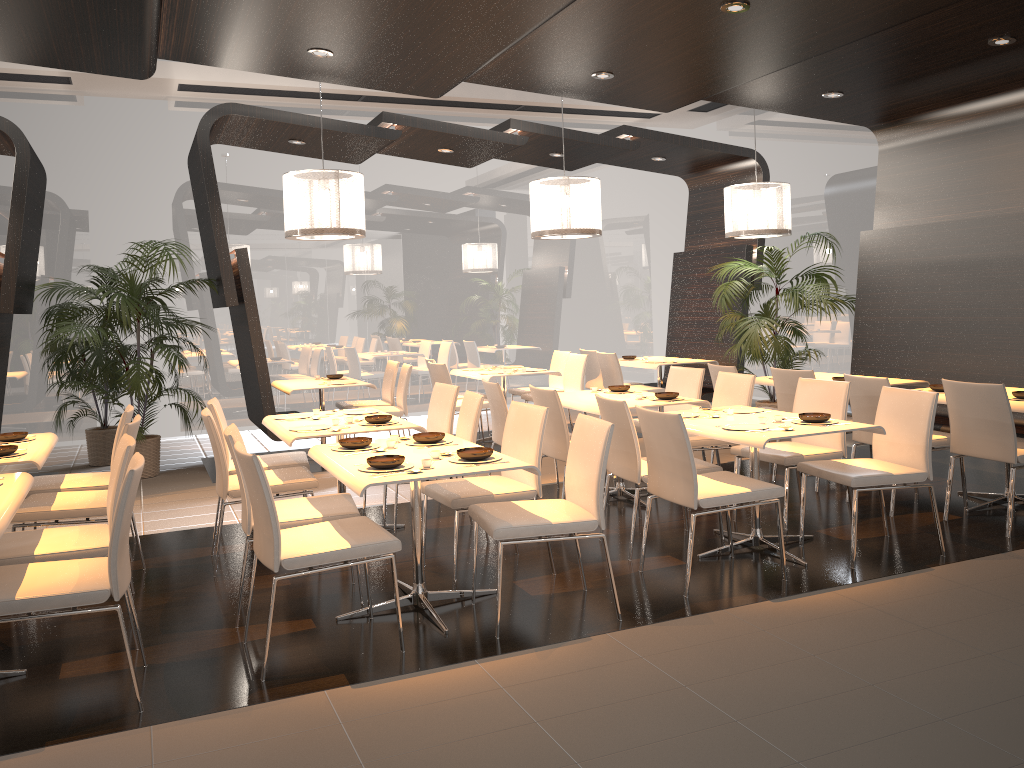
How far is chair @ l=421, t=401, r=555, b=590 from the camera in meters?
4.5

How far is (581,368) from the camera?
9.0m

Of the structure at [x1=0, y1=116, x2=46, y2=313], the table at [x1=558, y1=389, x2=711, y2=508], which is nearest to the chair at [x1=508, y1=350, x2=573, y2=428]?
the table at [x1=558, y1=389, x2=711, y2=508]

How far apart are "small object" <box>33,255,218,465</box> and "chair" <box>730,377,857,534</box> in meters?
5.5 m

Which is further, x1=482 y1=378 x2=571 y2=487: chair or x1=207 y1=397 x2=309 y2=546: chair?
x1=482 y1=378 x2=571 y2=487: chair

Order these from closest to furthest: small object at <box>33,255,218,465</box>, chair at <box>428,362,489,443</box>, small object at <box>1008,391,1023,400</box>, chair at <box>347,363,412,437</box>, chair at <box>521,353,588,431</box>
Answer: small object at <box>1008,391,1023,400</box> → small object at <box>33,255,218,465</box> → chair at <box>347,363,412,437</box> → chair at <box>428,362,489,443</box> → chair at <box>521,353,588,431</box>

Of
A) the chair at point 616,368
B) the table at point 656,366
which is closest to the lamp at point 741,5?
the chair at point 616,368

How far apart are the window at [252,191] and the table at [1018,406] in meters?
6.6

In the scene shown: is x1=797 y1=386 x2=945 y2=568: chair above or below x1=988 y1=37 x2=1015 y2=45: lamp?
below

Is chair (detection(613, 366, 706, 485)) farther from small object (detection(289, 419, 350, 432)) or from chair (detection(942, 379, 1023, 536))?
small object (detection(289, 419, 350, 432))
